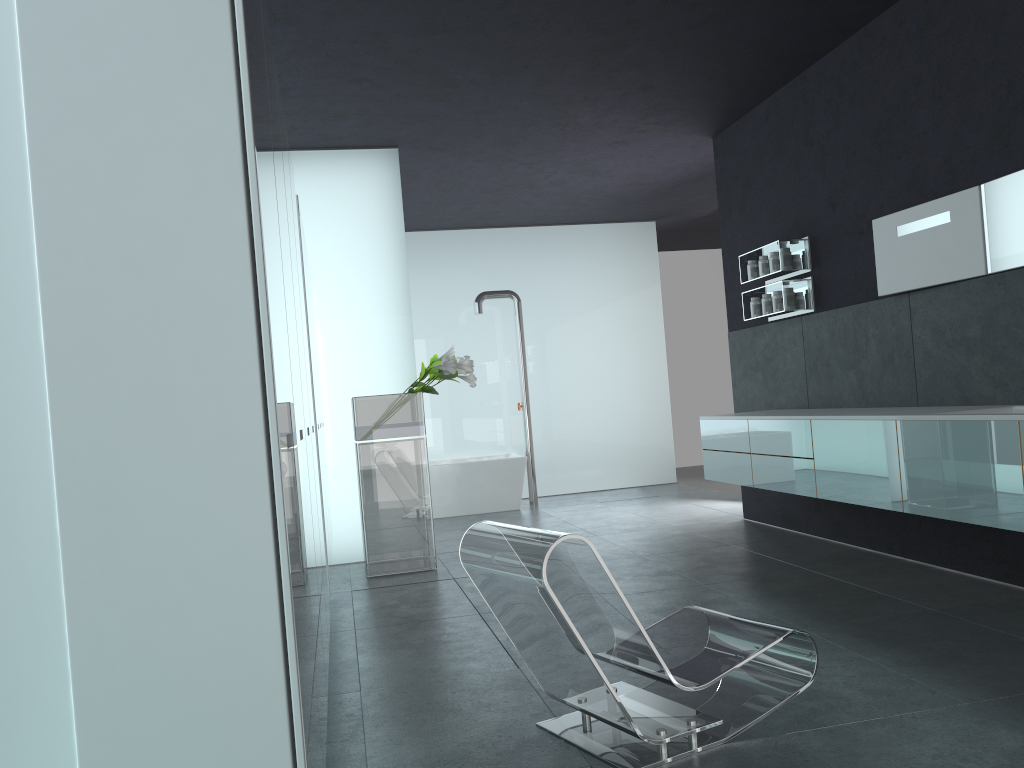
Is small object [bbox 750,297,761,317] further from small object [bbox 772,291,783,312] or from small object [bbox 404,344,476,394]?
small object [bbox 404,344,476,394]

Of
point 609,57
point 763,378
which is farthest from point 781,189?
point 609,57

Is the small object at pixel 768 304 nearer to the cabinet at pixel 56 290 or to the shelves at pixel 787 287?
the shelves at pixel 787 287

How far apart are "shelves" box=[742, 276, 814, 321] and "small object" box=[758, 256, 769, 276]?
0.1 meters

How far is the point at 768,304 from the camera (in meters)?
7.59

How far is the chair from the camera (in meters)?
3.10

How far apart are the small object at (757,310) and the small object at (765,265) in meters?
0.3 m

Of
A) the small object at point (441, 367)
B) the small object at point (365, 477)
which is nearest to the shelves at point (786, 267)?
the small object at point (441, 367)

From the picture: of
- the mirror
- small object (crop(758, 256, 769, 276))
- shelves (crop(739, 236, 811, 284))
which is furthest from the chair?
small object (crop(758, 256, 769, 276))

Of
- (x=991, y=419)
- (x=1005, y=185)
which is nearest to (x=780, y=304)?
(x=1005, y=185)
